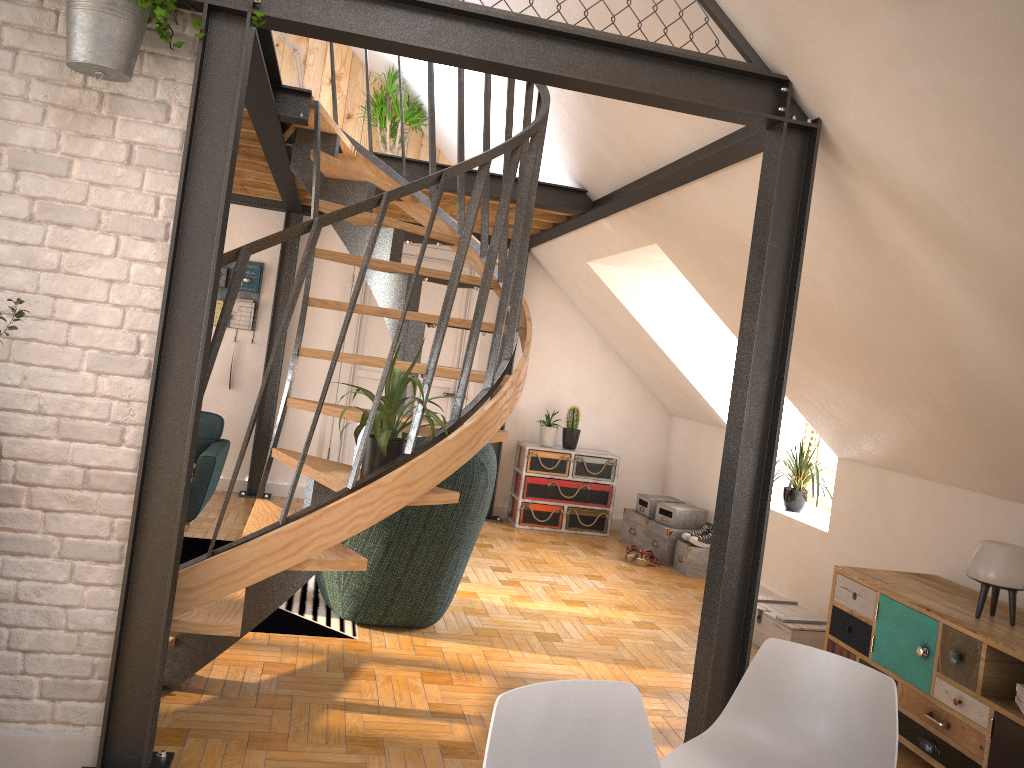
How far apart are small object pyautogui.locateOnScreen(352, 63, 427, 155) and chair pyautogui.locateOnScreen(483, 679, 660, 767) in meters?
5.8 m

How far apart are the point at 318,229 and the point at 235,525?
3.8m

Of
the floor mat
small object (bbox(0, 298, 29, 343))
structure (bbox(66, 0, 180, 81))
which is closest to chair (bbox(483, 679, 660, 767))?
small object (bbox(0, 298, 29, 343))

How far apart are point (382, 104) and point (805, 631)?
4.7m

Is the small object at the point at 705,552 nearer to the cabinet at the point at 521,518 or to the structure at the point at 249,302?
the cabinet at the point at 521,518

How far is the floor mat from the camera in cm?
427

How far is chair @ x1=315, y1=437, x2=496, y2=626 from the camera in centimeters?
430cm

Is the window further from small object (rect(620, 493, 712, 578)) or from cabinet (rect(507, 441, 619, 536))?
cabinet (rect(507, 441, 619, 536))

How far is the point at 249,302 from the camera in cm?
723

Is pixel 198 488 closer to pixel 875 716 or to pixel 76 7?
pixel 76 7
